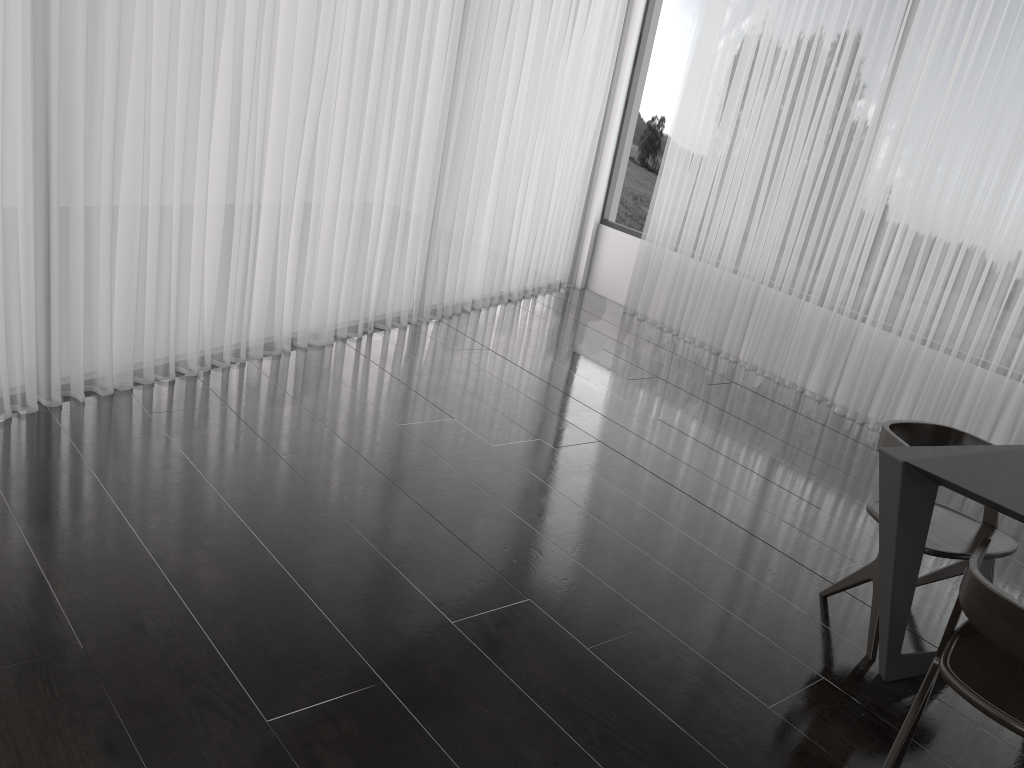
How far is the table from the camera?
2.2m

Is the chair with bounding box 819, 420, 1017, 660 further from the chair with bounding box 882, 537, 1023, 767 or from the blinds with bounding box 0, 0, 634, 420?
the blinds with bounding box 0, 0, 634, 420

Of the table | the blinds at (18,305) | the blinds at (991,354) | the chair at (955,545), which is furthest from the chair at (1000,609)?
the blinds at (18,305)

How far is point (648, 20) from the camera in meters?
6.6

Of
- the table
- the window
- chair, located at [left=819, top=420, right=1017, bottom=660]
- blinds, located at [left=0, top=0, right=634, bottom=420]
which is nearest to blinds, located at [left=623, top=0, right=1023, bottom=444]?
the window

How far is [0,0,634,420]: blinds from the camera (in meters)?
3.18

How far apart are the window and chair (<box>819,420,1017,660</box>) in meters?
4.0

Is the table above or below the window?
below

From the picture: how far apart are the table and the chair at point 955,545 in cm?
10

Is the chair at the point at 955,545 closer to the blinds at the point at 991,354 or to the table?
the table
